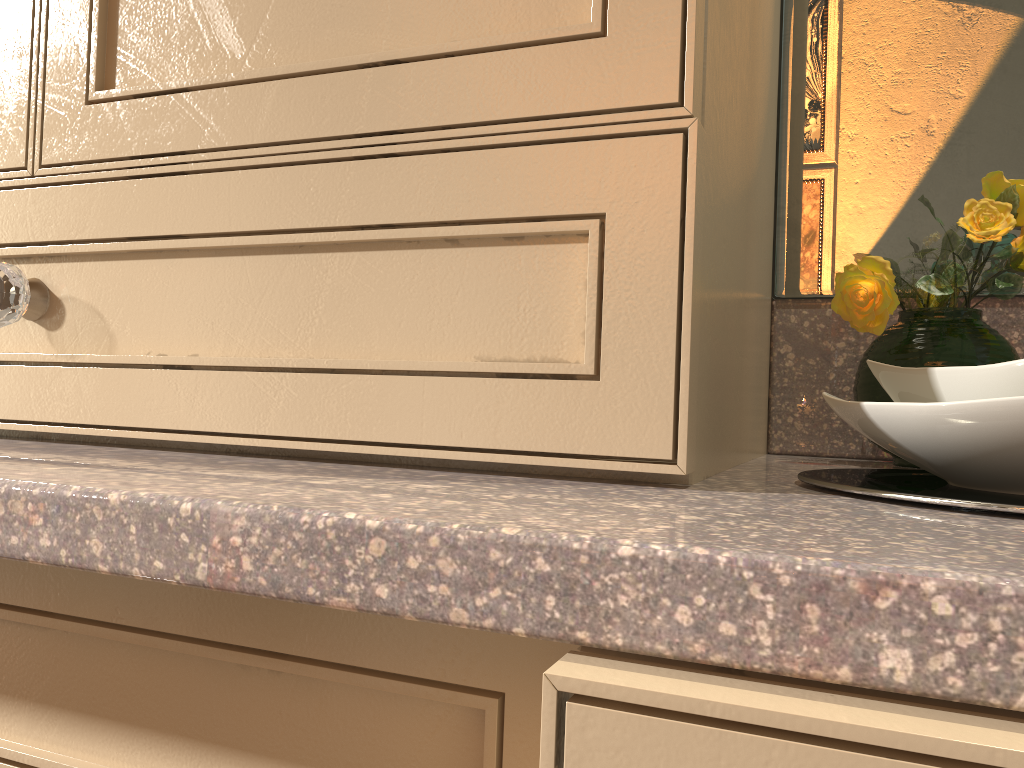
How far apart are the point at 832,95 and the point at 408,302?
0.48m

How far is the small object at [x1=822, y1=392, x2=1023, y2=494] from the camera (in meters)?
0.33

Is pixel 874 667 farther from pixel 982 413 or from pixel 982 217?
pixel 982 217

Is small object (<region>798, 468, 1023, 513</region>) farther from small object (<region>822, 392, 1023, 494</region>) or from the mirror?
the mirror

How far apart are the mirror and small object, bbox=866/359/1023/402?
0.32m

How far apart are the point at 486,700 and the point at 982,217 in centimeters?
47cm

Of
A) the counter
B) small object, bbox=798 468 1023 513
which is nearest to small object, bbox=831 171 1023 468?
the counter

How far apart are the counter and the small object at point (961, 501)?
0.0m

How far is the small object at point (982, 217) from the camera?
0.58m

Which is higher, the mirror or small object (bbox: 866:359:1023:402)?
the mirror
